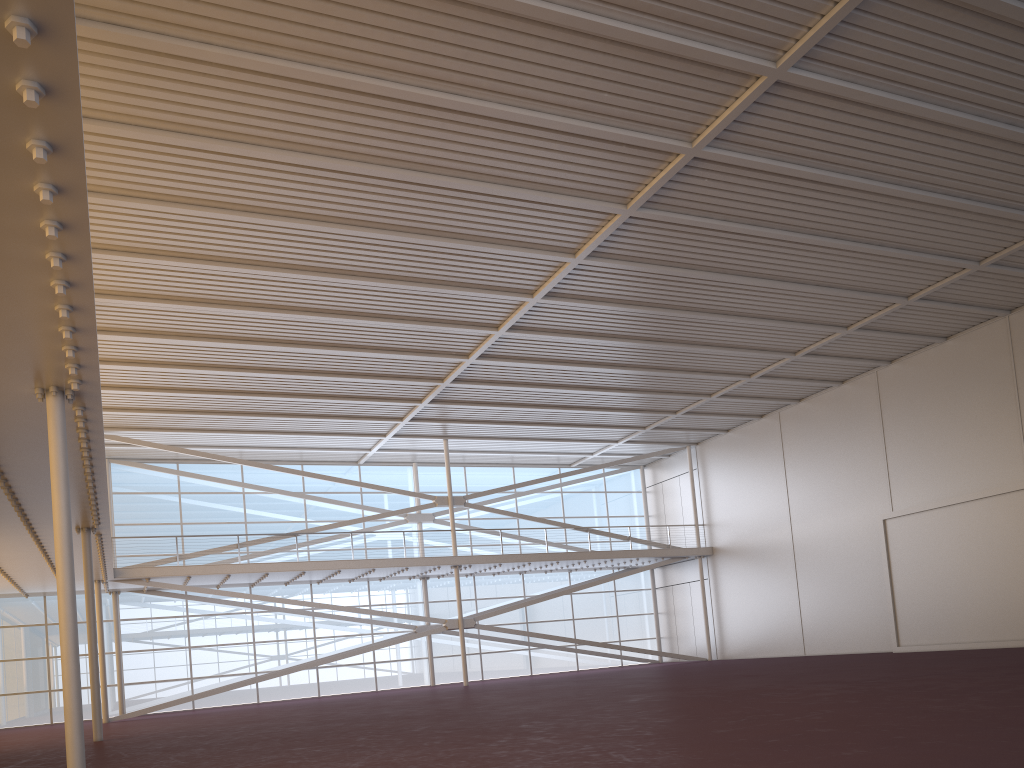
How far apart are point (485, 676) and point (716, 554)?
11.54m

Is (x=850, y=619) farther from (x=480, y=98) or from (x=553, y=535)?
(x=480, y=98)

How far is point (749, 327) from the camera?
26.59m
